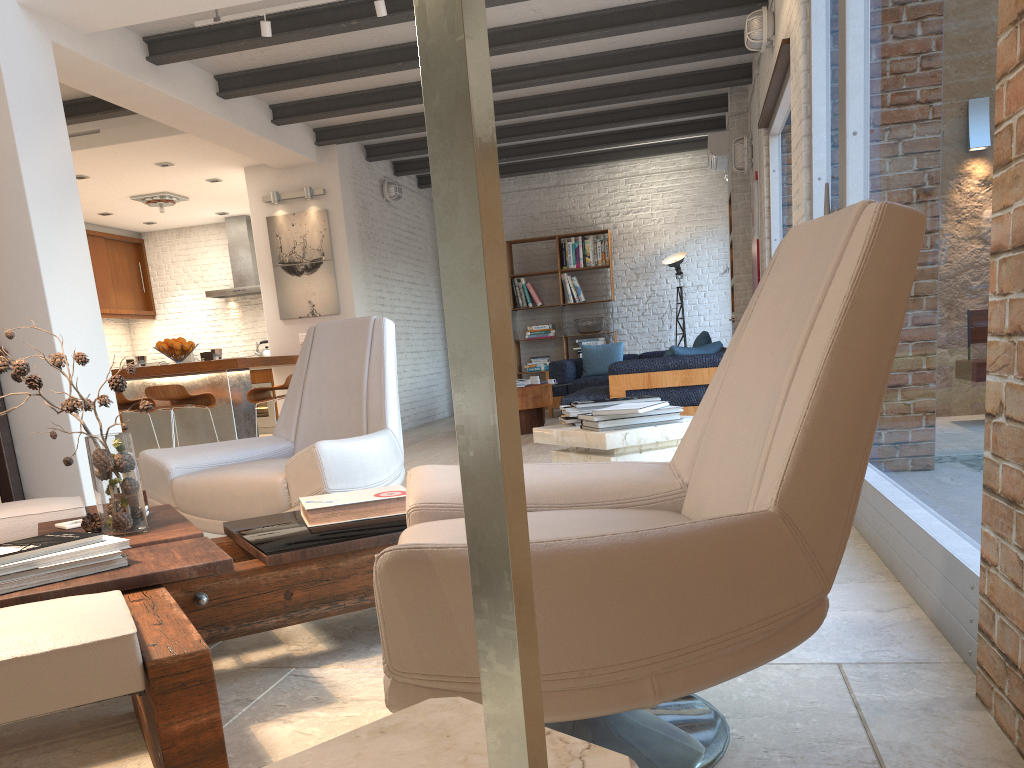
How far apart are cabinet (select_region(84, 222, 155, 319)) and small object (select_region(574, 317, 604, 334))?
6.1m

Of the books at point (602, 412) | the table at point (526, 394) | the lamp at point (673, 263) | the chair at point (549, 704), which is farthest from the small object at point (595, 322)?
the chair at point (549, 704)

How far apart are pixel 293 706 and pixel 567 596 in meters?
1.1

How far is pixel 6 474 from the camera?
5.1 meters

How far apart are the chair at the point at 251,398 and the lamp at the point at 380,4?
3.0 meters

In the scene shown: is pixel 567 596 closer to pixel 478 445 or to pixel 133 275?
pixel 478 445

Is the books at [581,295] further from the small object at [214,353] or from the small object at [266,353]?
the small object at [214,353]

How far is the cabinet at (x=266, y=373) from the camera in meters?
11.6 m

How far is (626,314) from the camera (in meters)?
11.85

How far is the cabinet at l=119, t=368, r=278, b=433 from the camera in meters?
11.6 m
